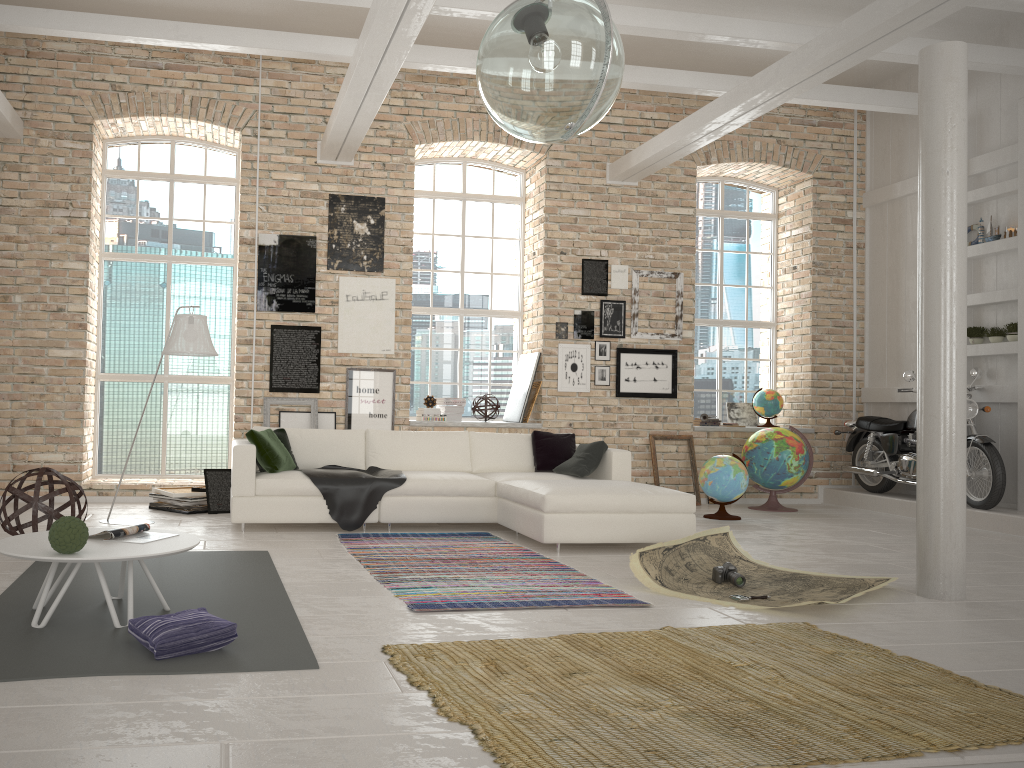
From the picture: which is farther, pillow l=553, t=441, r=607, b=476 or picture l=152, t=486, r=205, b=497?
picture l=152, t=486, r=205, b=497

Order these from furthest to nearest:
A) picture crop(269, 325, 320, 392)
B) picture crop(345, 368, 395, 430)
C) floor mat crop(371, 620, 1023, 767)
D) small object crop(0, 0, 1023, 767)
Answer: picture crop(345, 368, 395, 430), picture crop(269, 325, 320, 392), small object crop(0, 0, 1023, 767), floor mat crop(371, 620, 1023, 767)

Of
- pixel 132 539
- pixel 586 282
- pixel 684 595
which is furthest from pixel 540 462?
pixel 132 539

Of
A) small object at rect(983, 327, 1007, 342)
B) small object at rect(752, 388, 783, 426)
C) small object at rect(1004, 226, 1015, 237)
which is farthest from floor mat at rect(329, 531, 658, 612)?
small object at rect(1004, 226, 1015, 237)

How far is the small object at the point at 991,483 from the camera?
7.8m

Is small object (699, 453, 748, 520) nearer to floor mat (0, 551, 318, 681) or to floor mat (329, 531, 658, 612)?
floor mat (329, 531, 658, 612)

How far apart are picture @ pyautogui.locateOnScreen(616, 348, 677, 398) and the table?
6.36m

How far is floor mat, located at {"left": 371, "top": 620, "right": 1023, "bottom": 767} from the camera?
2.6 meters

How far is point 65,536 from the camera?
3.64m

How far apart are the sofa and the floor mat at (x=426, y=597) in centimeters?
11cm
